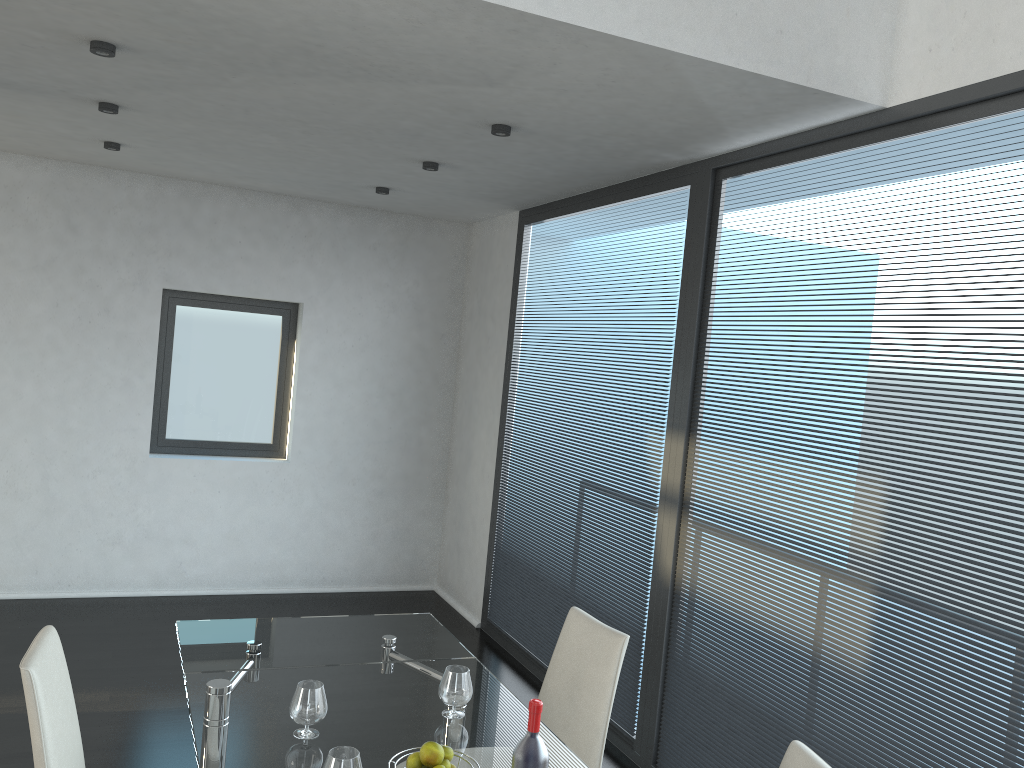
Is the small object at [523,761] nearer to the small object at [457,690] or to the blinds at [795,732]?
the small object at [457,690]

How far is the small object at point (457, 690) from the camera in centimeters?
249cm

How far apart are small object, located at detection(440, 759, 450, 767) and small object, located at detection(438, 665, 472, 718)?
0.5m

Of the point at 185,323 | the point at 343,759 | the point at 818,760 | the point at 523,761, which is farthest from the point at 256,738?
the point at 185,323

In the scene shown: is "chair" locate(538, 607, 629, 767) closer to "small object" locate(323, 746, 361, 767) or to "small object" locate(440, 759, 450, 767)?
"small object" locate(440, 759, 450, 767)

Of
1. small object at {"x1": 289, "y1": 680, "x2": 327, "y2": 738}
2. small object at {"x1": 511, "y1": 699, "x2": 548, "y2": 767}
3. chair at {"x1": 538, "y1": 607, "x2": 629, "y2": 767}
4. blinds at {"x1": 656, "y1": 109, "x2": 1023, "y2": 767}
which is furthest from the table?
blinds at {"x1": 656, "y1": 109, "x2": 1023, "y2": 767}

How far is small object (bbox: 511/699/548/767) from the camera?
1.81m

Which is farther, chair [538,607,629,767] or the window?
the window

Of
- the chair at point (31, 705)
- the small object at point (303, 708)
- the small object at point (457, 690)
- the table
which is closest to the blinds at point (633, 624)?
the table

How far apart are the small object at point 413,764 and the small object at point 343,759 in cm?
11
